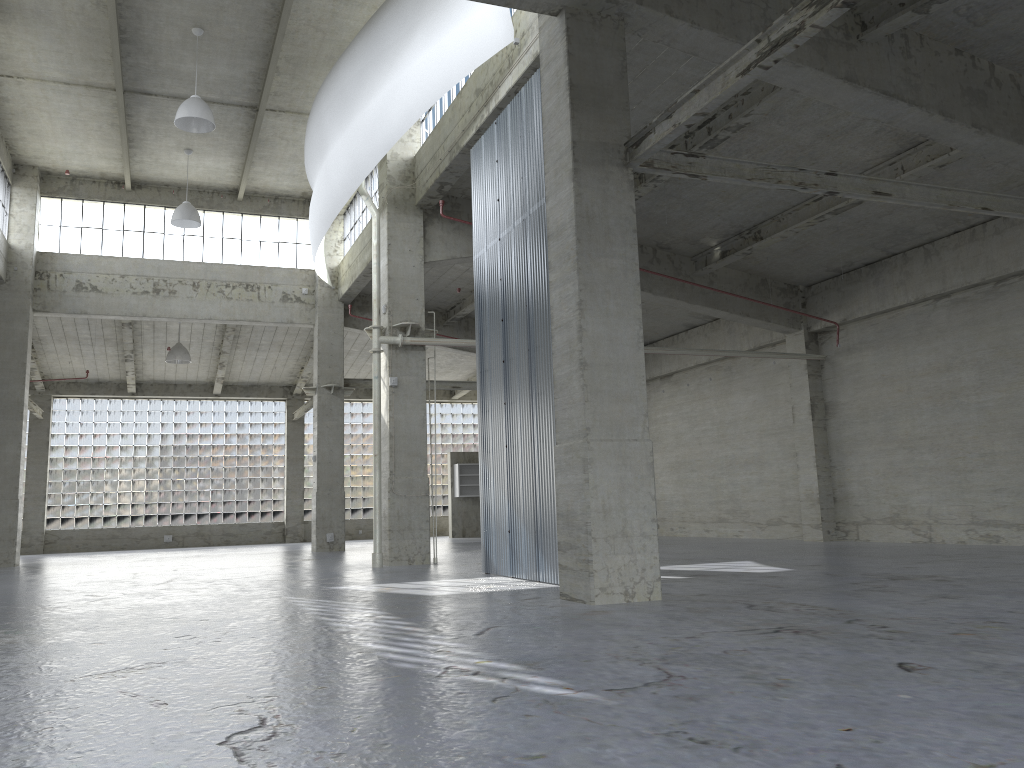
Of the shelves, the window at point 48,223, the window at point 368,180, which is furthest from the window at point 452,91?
the shelves

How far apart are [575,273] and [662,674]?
7.6m

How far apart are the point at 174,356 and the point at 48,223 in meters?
7.7 m

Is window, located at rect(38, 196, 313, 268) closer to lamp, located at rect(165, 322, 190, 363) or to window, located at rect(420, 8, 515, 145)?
lamp, located at rect(165, 322, 190, 363)

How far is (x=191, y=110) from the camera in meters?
24.5 m

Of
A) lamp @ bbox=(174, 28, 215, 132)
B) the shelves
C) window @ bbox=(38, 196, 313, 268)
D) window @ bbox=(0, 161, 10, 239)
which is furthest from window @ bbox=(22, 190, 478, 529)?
lamp @ bbox=(174, 28, 215, 132)

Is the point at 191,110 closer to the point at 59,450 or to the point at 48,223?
the point at 48,223

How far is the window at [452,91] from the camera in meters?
24.3 m

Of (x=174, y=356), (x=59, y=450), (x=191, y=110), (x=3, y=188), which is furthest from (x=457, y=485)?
(x=191, y=110)

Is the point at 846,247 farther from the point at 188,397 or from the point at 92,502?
the point at 92,502
